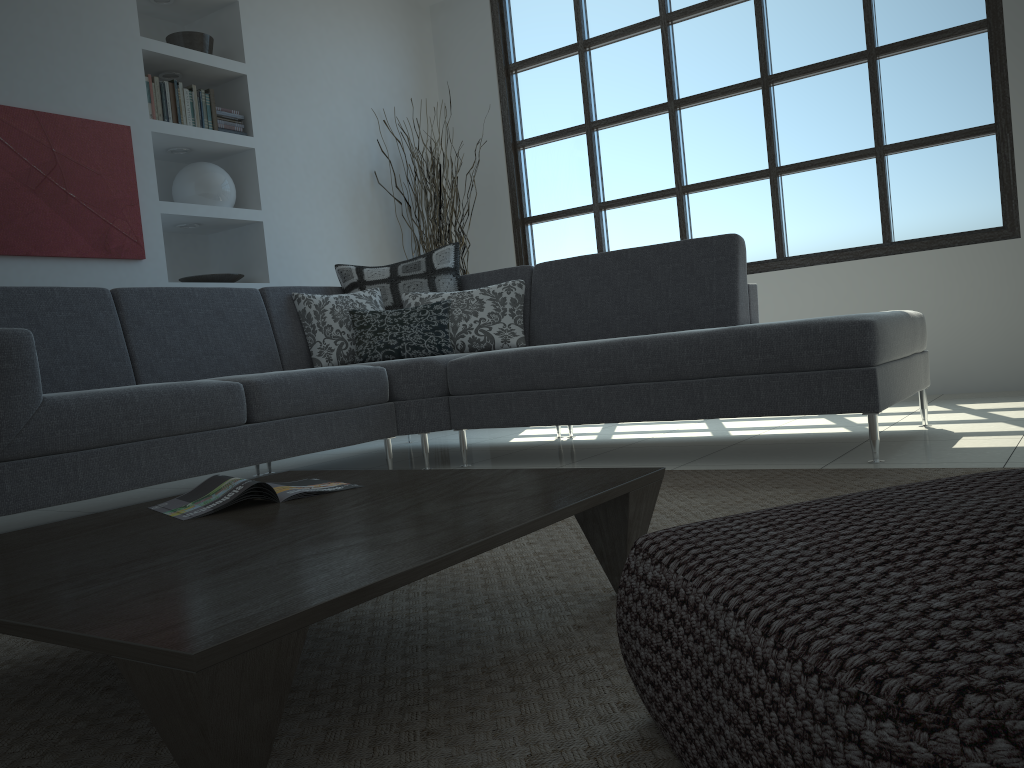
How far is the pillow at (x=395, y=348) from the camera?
4.0 meters

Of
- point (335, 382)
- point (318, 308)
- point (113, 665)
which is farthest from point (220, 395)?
point (113, 665)

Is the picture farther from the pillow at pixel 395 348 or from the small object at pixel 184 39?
the pillow at pixel 395 348

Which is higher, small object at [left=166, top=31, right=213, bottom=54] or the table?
small object at [left=166, top=31, right=213, bottom=54]

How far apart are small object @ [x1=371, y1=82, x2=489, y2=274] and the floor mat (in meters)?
3.21

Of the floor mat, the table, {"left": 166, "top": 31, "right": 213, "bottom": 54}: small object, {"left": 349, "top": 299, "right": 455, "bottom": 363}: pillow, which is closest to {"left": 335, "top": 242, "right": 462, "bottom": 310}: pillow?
{"left": 349, "top": 299, "right": 455, "bottom": 363}: pillow

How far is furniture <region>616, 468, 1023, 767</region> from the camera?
0.54m

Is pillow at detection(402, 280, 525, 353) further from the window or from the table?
the table

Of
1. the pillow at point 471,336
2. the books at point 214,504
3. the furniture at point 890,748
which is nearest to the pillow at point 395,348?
the pillow at point 471,336

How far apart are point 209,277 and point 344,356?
1.2m
